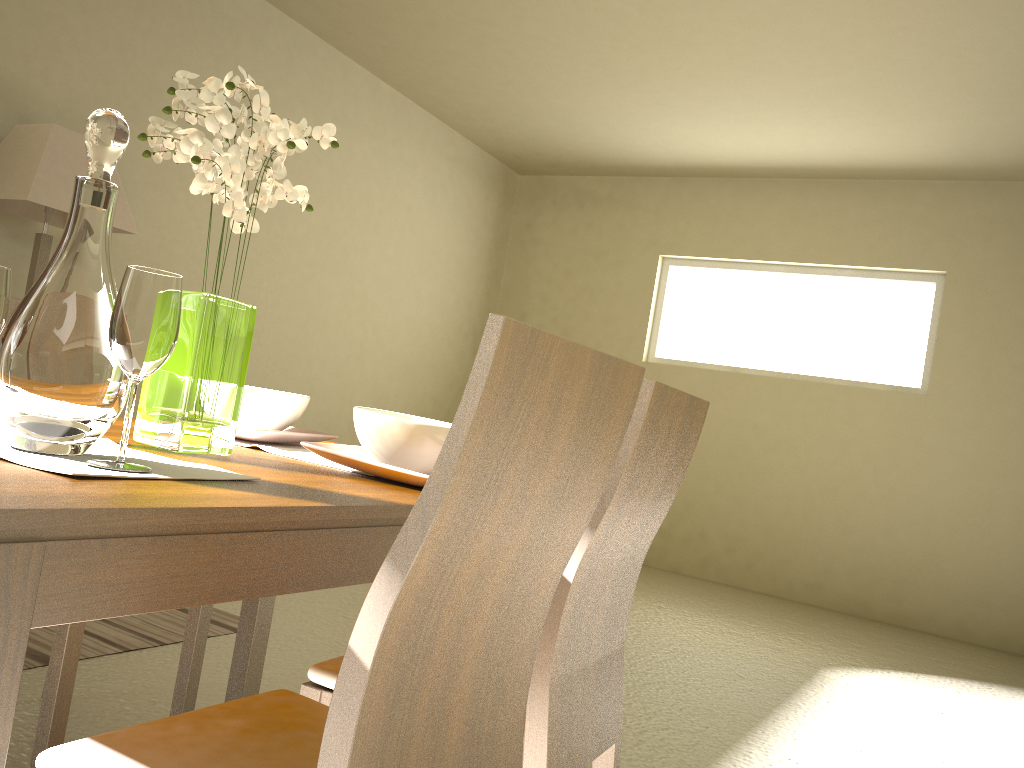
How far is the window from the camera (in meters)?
6.01

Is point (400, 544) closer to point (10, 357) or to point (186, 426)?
point (10, 357)

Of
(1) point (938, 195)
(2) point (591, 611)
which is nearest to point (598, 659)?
(2) point (591, 611)

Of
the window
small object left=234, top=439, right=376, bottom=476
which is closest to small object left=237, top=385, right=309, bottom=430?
small object left=234, top=439, right=376, bottom=476

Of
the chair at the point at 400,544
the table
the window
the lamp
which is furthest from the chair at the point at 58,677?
the window

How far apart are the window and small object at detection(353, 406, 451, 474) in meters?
5.2 m

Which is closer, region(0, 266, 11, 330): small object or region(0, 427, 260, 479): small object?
region(0, 427, 260, 479): small object

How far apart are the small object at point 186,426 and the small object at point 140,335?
0.3m

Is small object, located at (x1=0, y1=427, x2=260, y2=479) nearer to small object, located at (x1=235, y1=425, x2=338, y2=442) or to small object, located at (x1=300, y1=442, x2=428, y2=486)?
A: small object, located at (x1=300, y1=442, x2=428, y2=486)

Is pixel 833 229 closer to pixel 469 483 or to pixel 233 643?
pixel 233 643
